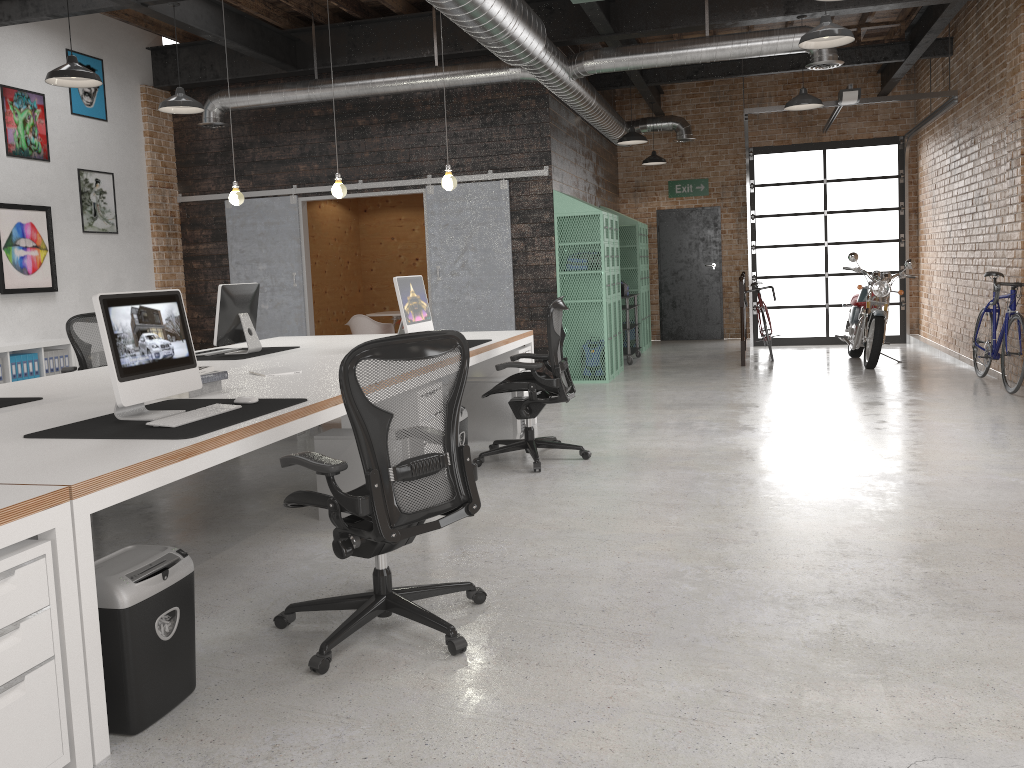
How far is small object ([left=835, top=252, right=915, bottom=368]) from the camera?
9.70m

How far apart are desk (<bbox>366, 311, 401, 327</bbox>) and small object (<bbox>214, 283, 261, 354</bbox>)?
5.7 meters

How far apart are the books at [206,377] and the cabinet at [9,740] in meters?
1.9

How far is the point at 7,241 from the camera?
8.2m

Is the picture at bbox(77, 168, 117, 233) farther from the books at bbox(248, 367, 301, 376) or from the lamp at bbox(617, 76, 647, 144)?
the lamp at bbox(617, 76, 647, 144)

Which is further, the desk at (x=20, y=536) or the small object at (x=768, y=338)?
the small object at (x=768, y=338)

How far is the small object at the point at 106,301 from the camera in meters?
3.2

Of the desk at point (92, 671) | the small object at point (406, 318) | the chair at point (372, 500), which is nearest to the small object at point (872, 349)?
the desk at point (92, 671)

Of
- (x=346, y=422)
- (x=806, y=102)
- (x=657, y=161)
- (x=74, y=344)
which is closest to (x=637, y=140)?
Answer: (x=806, y=102)

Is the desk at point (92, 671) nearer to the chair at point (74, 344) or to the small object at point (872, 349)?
the chair at point (74, 344)
